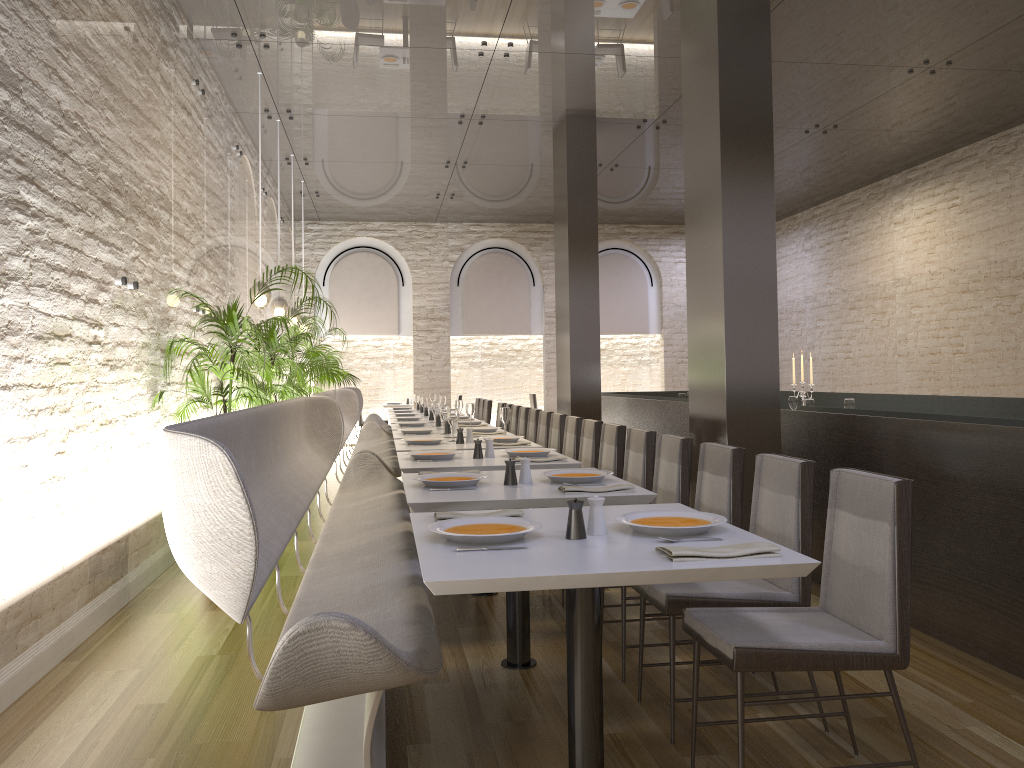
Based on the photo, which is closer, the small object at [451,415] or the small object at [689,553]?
the small object at [689,553]

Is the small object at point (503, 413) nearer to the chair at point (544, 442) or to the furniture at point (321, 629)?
the furniture at point (321, 629)

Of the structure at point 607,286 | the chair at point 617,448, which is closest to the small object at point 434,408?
the chair at point 617,448

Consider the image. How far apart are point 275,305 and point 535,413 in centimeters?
286cm

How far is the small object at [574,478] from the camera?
3.7m

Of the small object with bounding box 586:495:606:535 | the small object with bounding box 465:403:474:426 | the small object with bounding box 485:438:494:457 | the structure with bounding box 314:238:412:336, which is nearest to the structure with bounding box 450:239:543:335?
the structure with bounding box 314:238:412:336

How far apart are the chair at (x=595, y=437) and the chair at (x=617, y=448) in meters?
0.2 m

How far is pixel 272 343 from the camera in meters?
7.7 m

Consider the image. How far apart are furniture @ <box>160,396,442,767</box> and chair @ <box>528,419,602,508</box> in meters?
1.3 m

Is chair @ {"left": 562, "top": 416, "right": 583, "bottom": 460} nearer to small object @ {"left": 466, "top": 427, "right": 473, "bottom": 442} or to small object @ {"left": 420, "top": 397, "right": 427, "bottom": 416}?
small object @ {"left": 466, "top": 427, "right": 473, "bottom": 442}
